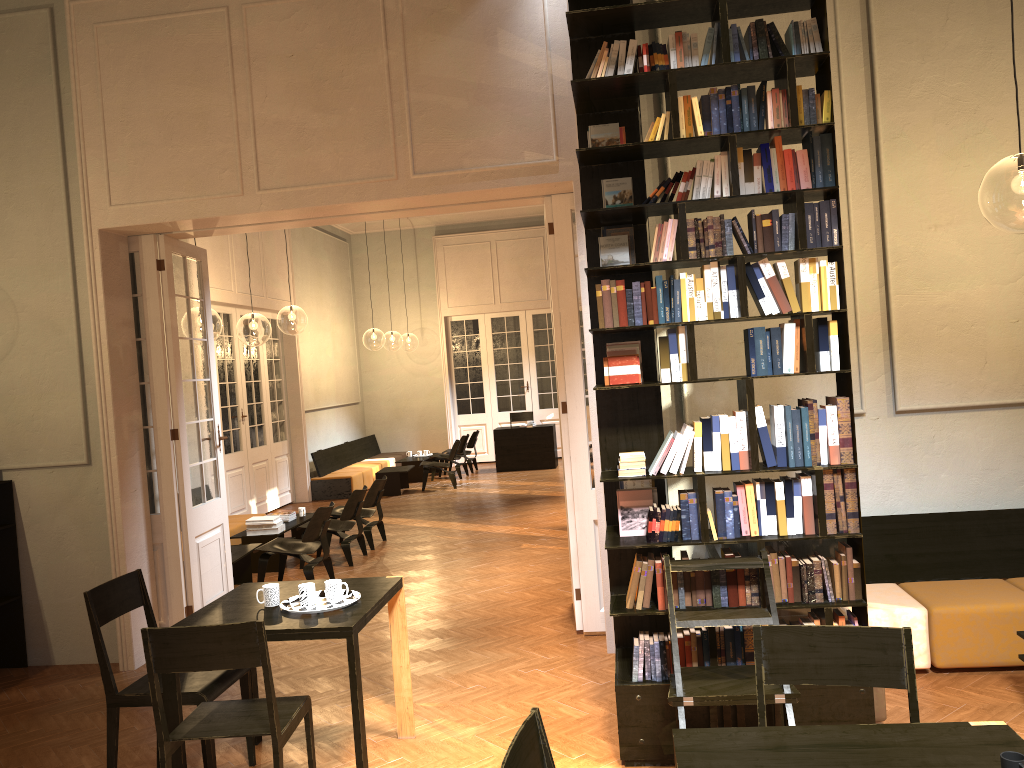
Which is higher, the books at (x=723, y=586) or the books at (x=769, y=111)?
the books at (x=769, y=111)

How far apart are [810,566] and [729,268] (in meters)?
1.48

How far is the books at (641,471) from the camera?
4.35m

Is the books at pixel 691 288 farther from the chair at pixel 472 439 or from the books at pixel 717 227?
the chair at pixel 472 439

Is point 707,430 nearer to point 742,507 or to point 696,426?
point 696,426

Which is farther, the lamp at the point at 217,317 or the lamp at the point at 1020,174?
the lamp at the point at 217,317

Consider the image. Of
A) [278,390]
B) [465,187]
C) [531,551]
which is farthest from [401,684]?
[278,390]

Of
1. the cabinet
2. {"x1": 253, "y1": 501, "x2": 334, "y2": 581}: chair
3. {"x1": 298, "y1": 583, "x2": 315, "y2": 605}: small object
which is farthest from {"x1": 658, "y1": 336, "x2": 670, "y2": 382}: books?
the cabinet

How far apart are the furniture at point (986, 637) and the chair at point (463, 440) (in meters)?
11.18

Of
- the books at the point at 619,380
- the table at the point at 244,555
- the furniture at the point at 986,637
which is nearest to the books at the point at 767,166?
the books at the point at 619,380
